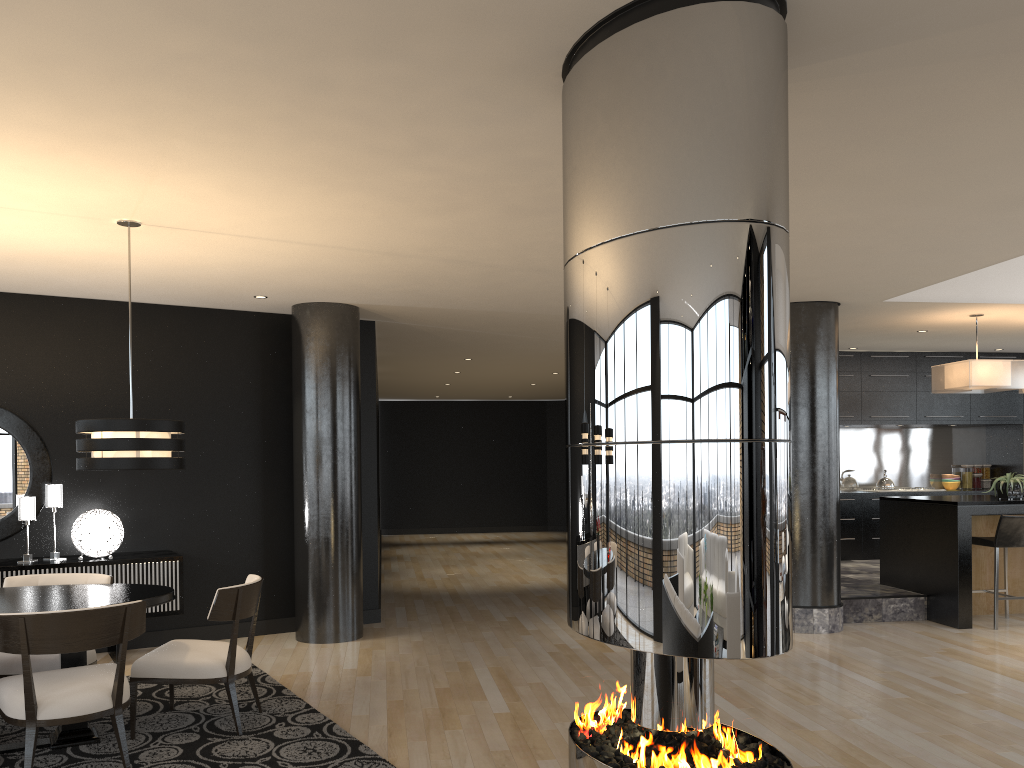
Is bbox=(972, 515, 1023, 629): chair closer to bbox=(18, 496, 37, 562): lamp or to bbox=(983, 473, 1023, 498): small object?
bbox=(983, 473, 1023, 498): small object

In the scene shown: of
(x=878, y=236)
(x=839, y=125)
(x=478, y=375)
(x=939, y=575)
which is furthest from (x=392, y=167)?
(x=478, y=375)

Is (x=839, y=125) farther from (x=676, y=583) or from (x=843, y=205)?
(x=676, y=583)

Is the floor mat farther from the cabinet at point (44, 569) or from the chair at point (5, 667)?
the cabinet at point (44, 569)

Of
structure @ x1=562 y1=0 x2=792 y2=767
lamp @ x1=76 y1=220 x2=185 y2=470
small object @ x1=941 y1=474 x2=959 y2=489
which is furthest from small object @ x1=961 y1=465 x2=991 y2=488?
lamp @ x1=76 y1=220 x2=185 y2=470

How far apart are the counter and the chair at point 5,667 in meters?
6.4 m

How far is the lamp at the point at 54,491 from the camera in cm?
636

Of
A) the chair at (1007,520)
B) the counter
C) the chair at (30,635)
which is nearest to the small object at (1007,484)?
the counter

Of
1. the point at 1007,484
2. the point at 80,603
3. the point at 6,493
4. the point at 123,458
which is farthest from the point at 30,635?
the point at 1007,484

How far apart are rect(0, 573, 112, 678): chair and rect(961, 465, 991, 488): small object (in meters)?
10.28
